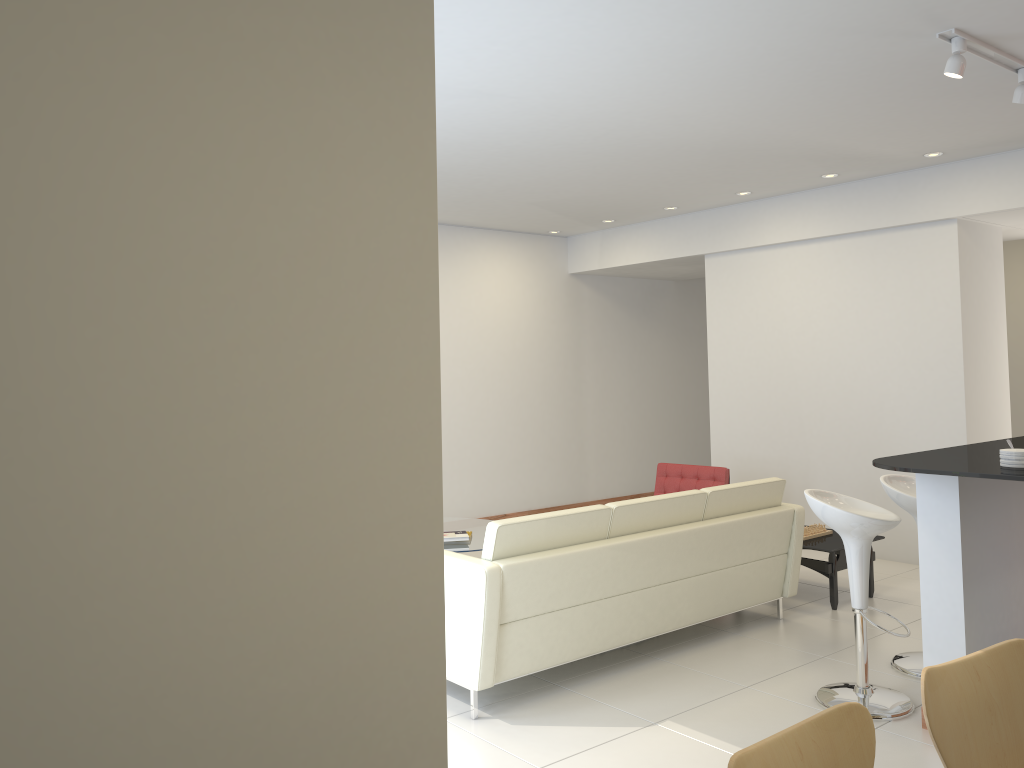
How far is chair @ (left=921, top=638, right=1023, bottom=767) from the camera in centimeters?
218cm

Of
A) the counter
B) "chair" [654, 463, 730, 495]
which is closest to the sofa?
the counter

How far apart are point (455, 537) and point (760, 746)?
4.70m

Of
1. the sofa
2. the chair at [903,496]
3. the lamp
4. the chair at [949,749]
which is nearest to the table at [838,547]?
the sofa

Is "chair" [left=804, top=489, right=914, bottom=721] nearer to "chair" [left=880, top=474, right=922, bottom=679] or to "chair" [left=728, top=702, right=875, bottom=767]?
"chair" [left=880, top=474, right=922, bottom=679]

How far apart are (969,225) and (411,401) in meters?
6.4 m

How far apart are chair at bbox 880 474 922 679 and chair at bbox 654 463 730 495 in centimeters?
231cm

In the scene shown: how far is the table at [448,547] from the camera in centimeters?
634cm

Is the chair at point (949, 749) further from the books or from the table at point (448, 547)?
the books

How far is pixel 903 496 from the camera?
4.7 meters
